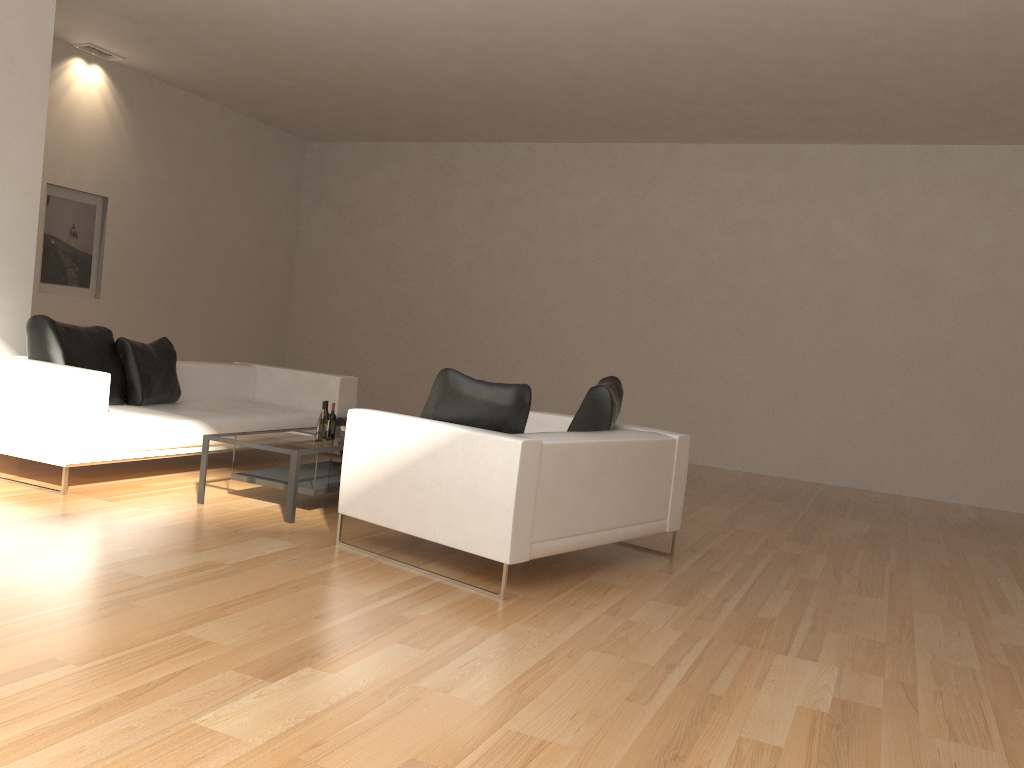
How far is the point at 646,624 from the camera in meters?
3.9

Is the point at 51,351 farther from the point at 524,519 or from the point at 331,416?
the point at 524,519

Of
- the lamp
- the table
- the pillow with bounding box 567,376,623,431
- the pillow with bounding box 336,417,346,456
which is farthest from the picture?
the pillow with bounding box 567,376,623,431

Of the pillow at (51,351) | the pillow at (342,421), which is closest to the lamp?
the pillow at (51,351)

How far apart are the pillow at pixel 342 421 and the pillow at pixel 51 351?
Answer: 1.9 meters

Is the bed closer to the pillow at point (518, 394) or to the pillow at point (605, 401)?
the pillow at point (518, 394)

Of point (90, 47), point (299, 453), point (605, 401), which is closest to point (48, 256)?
point (90, 47)

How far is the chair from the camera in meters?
4.1

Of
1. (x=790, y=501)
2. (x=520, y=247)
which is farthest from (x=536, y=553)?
(x=520, y=247)

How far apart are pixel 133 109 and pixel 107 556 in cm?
732
